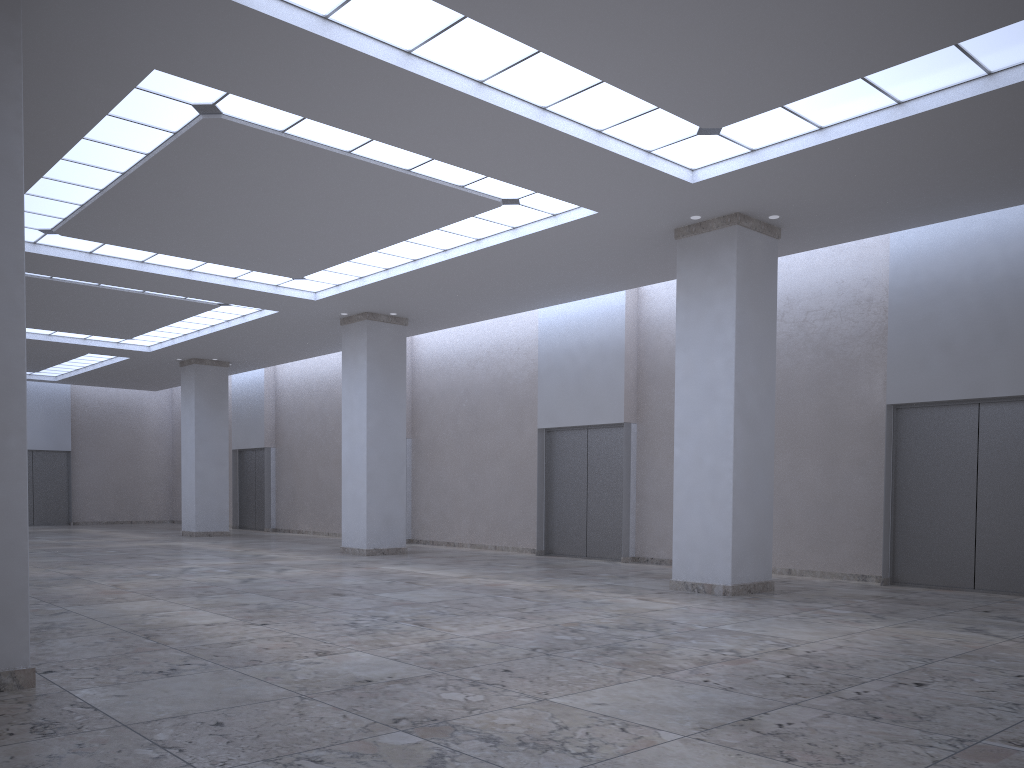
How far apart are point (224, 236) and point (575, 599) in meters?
26.0 m

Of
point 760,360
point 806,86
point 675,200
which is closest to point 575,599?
point 760,360
